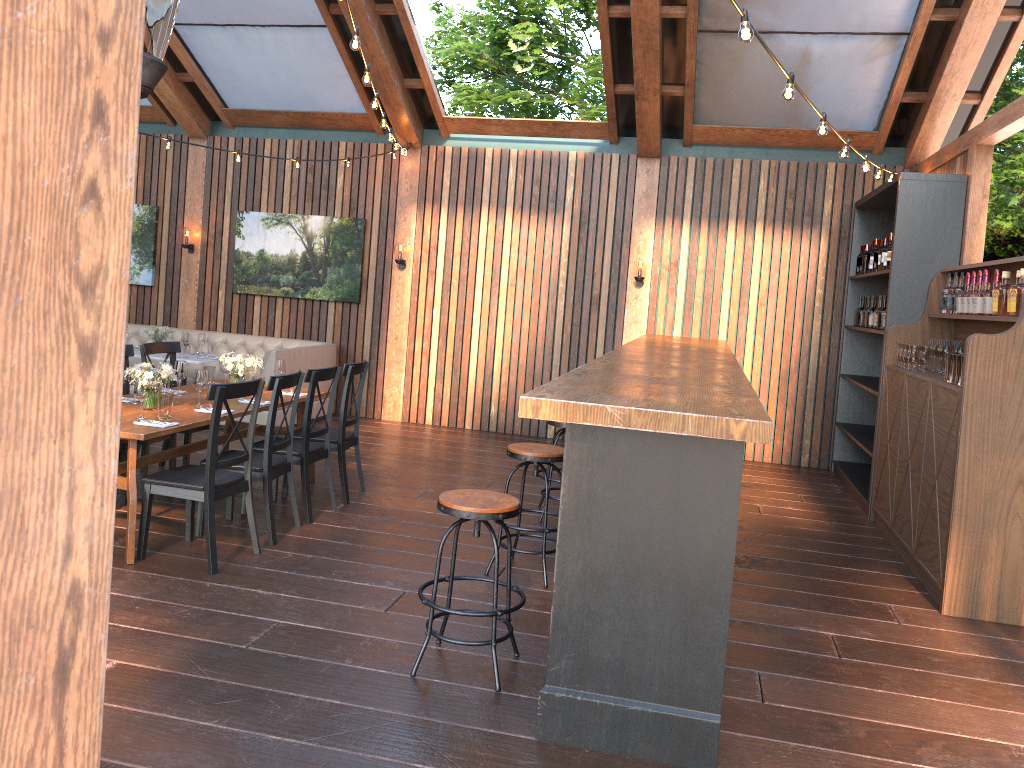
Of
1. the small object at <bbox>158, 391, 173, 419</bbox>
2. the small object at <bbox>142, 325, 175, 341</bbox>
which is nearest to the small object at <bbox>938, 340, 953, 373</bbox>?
the small object at <bbox>158, 391, 173, 419</bbox>

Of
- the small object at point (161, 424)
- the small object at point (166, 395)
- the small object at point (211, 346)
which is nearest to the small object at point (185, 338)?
the small object at point (211, 346)

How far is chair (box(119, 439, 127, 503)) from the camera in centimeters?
595cm

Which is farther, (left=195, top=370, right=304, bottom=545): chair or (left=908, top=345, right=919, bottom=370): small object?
(left=908, top=345, right=919, bottom=370): small object

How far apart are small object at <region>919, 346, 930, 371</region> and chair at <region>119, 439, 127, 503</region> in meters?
5.7 m

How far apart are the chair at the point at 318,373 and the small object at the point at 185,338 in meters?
3.7

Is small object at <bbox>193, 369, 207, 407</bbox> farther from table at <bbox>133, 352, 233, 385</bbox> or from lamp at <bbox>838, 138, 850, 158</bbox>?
lamp at <bbox>838, 138, 850, 158</bbox>

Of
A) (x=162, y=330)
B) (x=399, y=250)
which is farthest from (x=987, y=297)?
(x=162, y=330)

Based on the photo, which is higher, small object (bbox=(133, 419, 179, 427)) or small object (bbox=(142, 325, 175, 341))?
small object (bbox=(142, 325, 175, 341))

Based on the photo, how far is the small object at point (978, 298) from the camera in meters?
5.8
